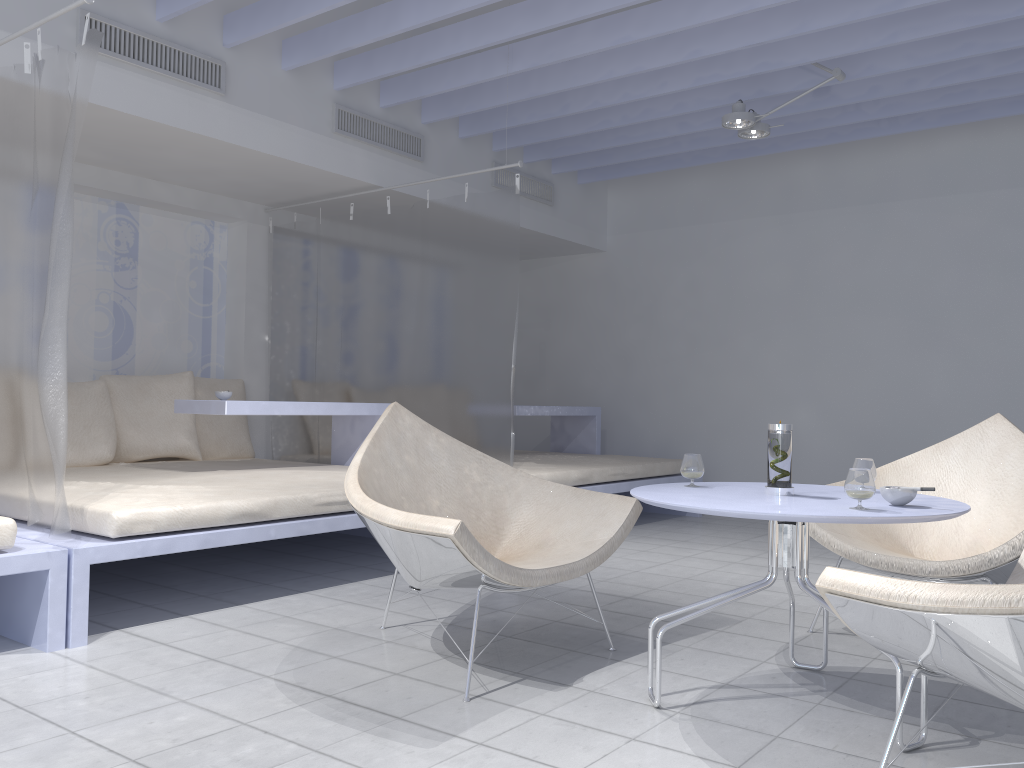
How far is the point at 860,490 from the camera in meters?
2.0 m

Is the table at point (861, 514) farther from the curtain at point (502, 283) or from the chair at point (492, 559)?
the curtain at point (502, 283)

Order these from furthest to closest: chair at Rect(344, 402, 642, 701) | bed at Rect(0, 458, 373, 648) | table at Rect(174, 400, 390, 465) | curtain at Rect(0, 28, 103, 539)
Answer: table at Rect(174, 400, 390, 465)
bed at Rect(0, 458, 373, 648)
curtain at Rect(0, 28, 103, 539)
chair at Rect(344, 402, 642, 701)

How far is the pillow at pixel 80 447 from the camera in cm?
445

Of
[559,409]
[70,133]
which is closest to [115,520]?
[70,133]

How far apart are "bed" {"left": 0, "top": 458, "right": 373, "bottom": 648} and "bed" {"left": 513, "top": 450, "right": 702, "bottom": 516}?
0.9m

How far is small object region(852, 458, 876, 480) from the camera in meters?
2.4

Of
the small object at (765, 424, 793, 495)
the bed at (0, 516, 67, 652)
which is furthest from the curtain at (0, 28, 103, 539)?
the small object at (765, 424, 793, 495)

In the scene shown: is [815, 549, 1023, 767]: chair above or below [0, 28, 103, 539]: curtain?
below

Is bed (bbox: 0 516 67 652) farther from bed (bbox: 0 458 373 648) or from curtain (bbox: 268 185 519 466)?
curtain (bbox: 268 185 519 466)
